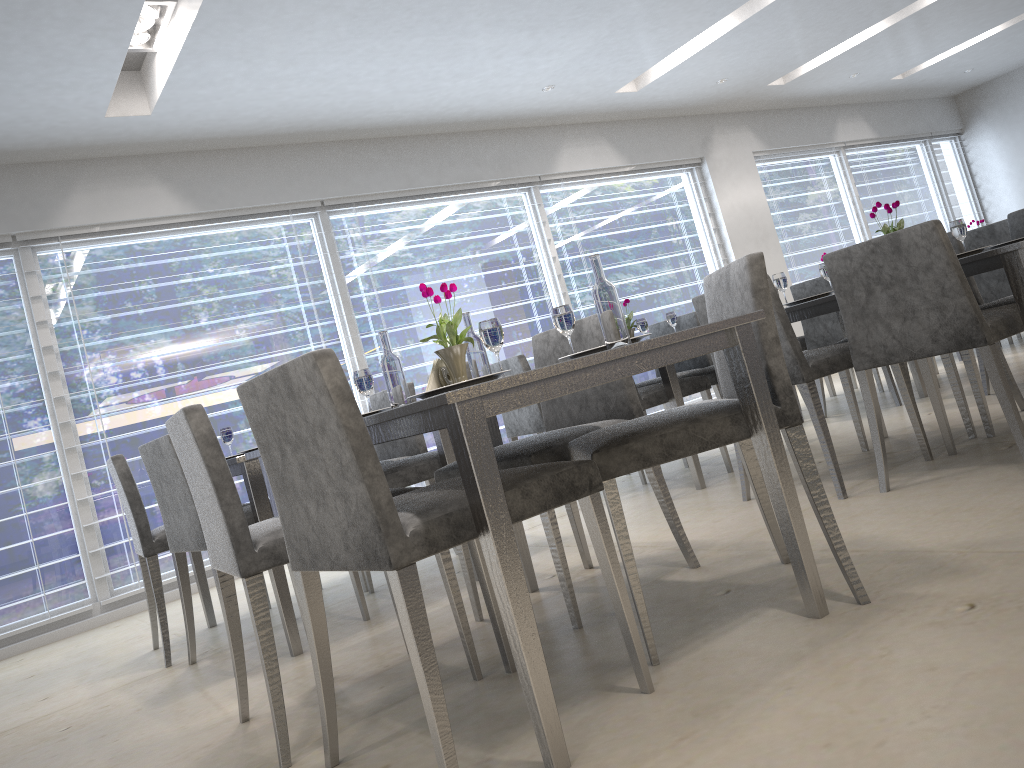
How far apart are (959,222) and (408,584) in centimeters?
255cm

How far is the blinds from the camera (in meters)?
4.76

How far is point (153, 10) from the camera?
3.9m

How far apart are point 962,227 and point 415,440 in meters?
2.3

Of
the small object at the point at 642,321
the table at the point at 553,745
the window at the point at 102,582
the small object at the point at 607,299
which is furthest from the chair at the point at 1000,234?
the window at the point at 102,582

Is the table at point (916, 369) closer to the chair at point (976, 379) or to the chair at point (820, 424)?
the chair at point (976, 379)

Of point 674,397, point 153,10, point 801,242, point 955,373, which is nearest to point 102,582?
point 153,10

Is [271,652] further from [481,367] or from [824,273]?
[824,273]

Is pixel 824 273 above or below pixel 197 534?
above

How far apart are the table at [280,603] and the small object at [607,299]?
1.4 meters
